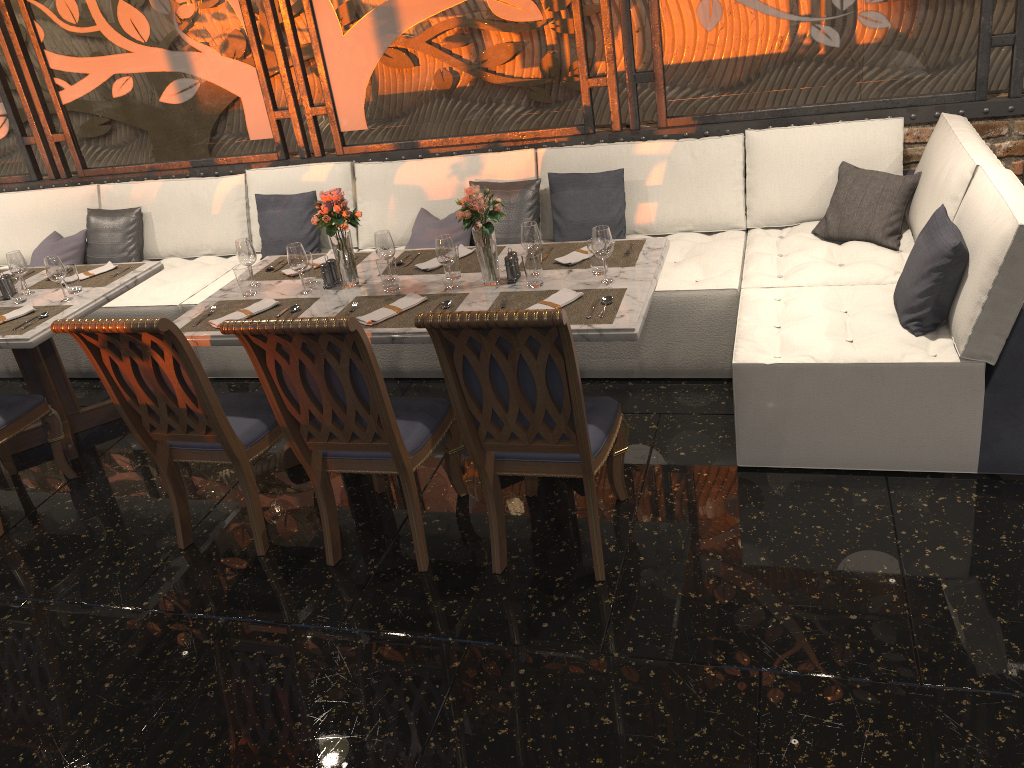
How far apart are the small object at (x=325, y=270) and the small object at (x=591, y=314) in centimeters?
80cm

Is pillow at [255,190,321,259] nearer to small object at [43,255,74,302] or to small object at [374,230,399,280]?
small object at [43,255,74,302]

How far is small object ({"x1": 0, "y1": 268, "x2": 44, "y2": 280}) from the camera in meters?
4.6

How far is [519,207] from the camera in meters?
4.7

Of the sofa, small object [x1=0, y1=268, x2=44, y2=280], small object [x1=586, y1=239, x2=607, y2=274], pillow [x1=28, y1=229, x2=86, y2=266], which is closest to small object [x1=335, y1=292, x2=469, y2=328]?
small object [x1=586, y1=239, x2=607, y2=274]

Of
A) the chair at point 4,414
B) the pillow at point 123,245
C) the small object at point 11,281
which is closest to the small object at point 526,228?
the chair at point 4,414

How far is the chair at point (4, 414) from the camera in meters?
3.8 m

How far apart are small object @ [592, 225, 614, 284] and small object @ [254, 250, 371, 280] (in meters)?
1.25

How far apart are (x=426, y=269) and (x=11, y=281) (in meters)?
2.00

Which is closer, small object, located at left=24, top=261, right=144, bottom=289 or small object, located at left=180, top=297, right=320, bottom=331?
small object, located at left=180, top=297, right=320, bottom=331
